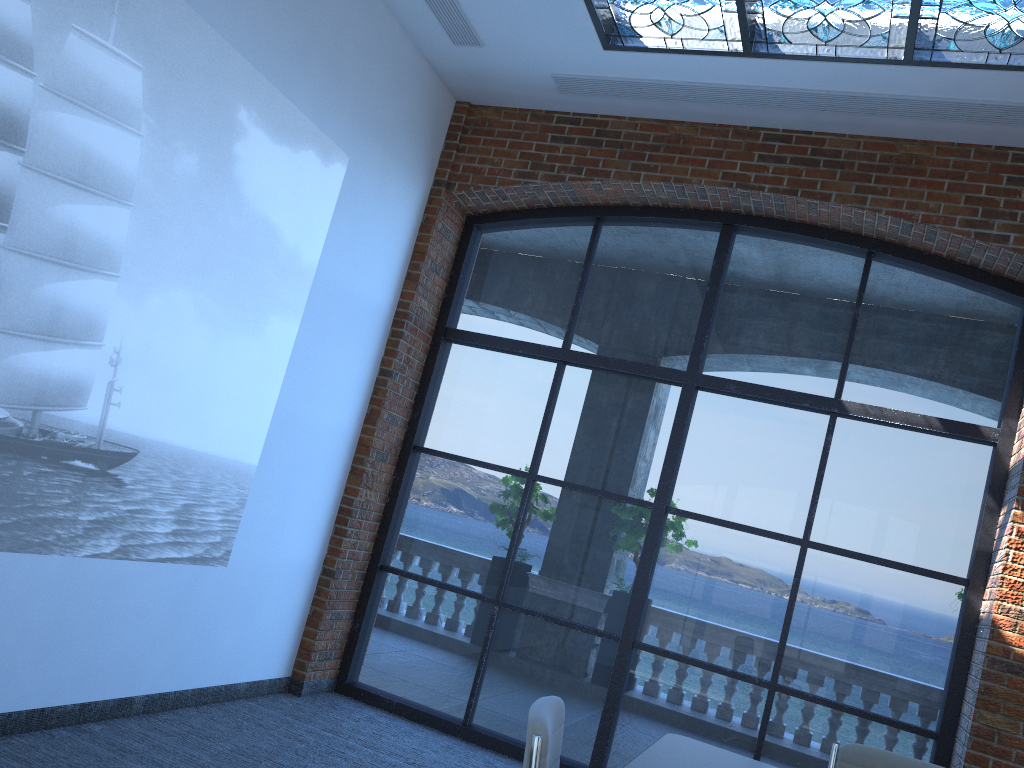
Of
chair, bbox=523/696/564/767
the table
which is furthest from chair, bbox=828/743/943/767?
chair, bbox=523/696/564/767

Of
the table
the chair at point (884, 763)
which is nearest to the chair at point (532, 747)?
A: the table

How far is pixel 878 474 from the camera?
5.07m

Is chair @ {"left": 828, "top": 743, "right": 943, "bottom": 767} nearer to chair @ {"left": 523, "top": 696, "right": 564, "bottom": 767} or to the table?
the table

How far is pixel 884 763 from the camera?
3.1 meters

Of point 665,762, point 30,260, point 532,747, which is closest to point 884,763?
point 665,762

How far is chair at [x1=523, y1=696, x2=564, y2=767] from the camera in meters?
2.1

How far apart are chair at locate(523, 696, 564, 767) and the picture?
2.29m

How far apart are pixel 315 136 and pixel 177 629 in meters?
2.6 m

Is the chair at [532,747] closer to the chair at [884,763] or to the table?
the table
